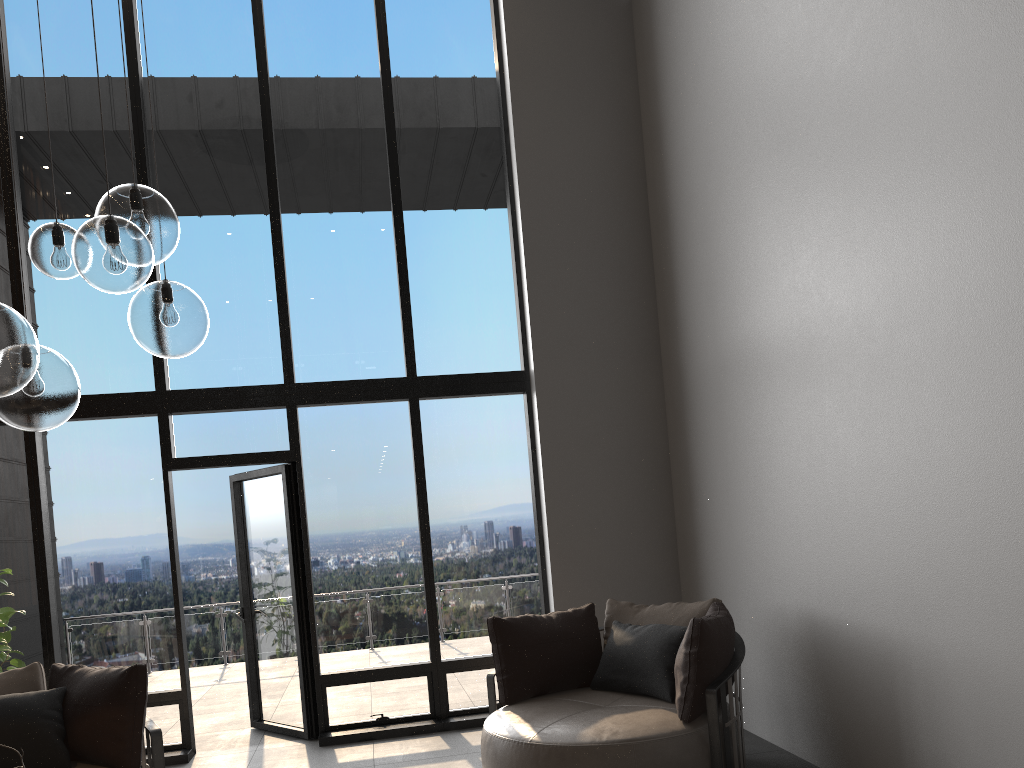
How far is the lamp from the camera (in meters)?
2.14

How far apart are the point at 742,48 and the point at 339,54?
3.17m

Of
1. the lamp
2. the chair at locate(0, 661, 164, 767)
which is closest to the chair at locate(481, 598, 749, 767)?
the chair at locate(0, 661, 164, 767)

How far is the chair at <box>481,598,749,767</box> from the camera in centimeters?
392cm

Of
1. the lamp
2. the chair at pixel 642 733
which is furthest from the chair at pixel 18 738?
the lamp

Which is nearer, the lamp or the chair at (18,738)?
the lamp

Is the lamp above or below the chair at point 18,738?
above

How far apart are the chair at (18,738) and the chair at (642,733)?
1.52m

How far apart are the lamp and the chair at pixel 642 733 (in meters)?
2.39

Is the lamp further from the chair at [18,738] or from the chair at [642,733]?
the chair at [642,733]
